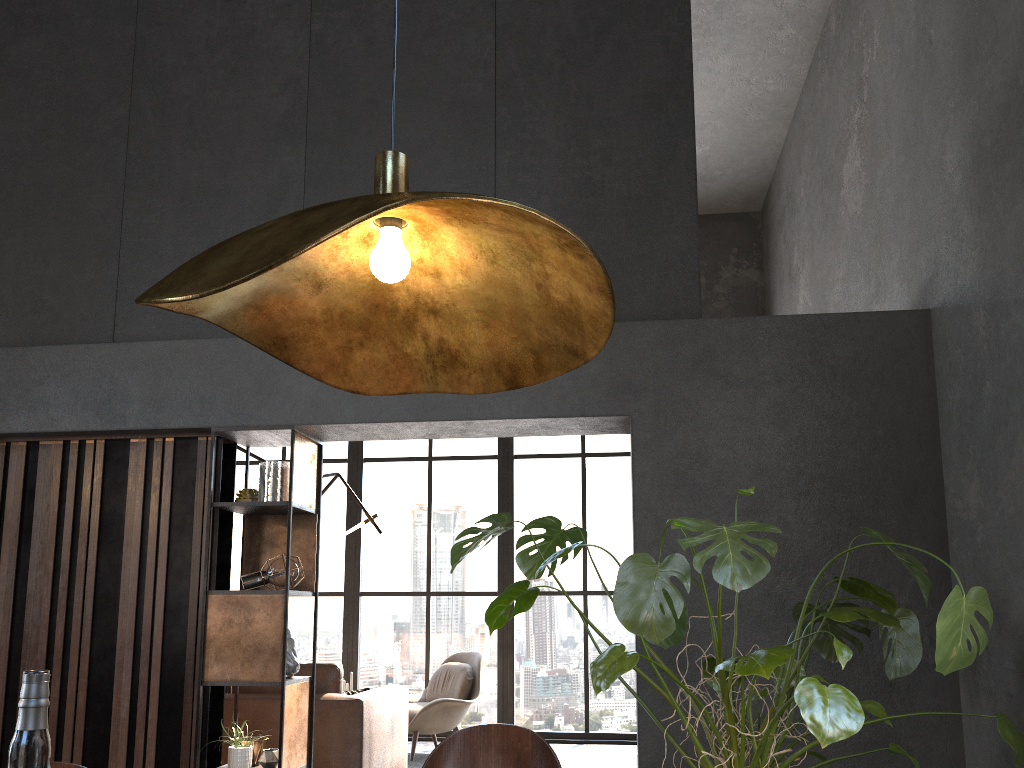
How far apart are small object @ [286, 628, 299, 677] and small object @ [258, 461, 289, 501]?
0.67m

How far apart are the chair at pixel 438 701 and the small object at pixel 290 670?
2.81m

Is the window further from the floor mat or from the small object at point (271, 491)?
the small object at point (271, 491)

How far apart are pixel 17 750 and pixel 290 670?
3.60m

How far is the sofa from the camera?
4.7 meters

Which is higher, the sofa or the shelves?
the shelves

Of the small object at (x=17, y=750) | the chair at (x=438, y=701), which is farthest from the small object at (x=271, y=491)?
the small object at (x=17, y=750)

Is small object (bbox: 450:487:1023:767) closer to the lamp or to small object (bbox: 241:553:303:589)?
the lamp

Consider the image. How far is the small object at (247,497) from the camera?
4.39m

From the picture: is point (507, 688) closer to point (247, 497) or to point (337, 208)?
point (247, 497)
